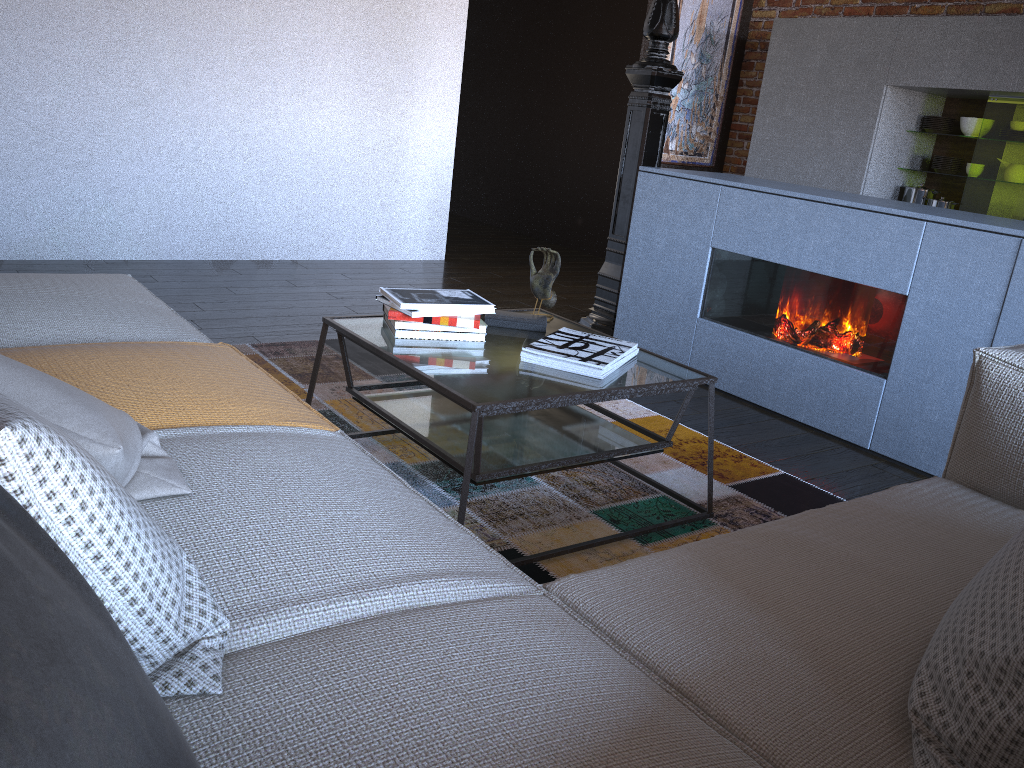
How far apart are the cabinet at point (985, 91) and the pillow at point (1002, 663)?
4.7 meters

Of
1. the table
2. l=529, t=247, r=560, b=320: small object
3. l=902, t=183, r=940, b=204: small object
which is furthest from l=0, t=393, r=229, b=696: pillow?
l=902, t=183, r=940, b=204: small object

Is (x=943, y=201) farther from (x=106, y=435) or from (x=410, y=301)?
(x=106, y=435)

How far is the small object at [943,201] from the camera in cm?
541

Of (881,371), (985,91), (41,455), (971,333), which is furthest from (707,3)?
(41,455)

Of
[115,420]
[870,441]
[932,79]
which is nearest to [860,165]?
[932,79]

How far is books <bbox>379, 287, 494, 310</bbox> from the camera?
2.31m

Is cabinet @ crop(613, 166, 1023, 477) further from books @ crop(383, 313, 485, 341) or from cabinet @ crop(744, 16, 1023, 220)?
cabinet @ crop(744, 16, 1023, 220)

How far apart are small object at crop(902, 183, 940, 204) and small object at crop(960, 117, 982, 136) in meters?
0.4

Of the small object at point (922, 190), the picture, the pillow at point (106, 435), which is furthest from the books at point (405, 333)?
the picture
